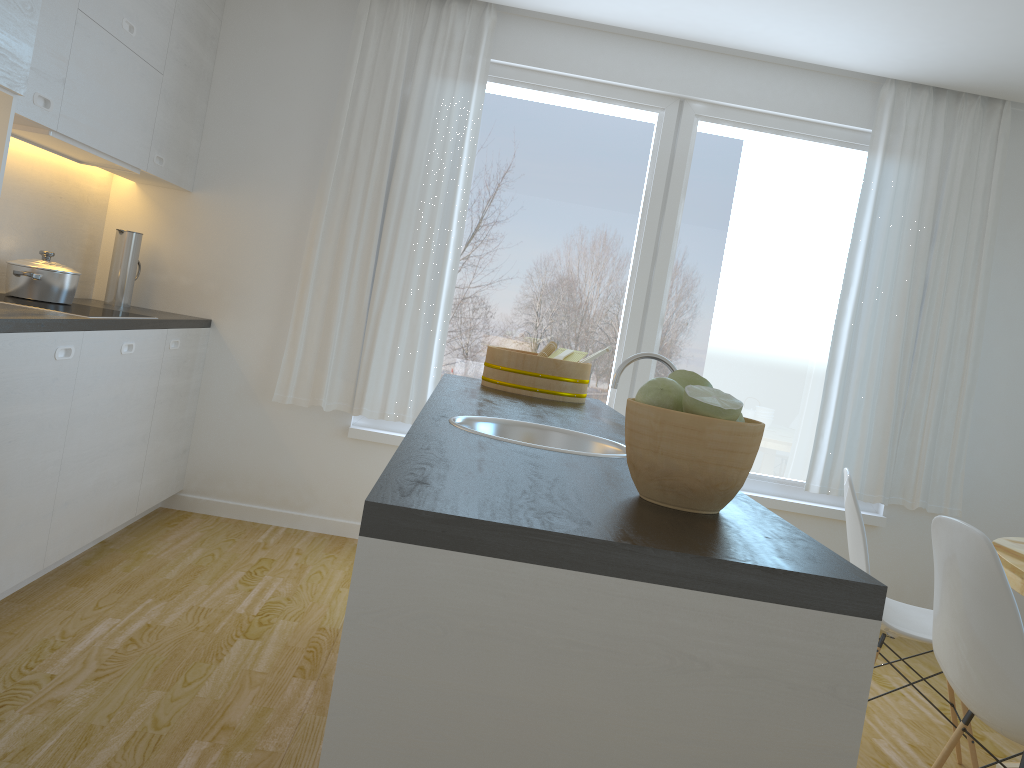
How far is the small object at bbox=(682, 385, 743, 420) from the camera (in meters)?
1.23

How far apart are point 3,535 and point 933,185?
4.3 meters

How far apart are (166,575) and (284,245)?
1.7 meters

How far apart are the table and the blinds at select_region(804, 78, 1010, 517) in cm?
117

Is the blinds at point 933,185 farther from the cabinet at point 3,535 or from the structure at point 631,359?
the cabinet at point 3,535

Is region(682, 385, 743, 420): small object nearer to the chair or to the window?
the chair

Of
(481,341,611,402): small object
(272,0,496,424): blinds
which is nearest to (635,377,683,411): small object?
(481,341,611,402): small object

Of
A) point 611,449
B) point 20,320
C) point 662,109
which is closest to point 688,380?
point 611,449

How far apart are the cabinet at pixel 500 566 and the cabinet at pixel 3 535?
1.90m

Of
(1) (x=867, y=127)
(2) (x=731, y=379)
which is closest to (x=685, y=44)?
(1) (x=867, y=127)
